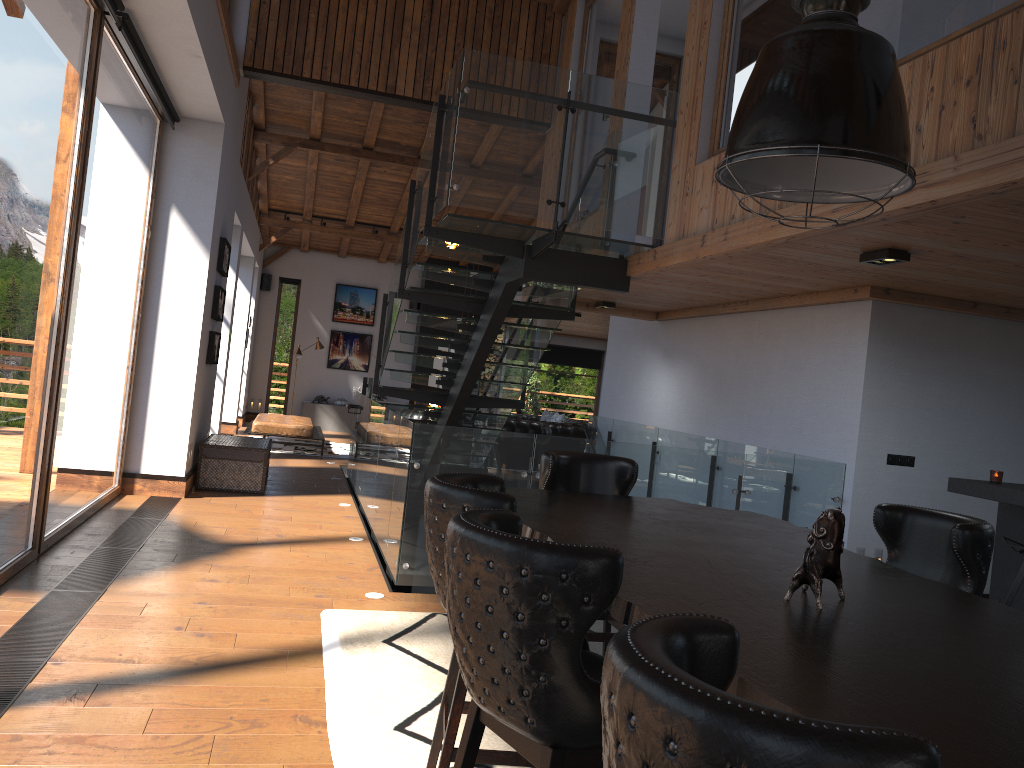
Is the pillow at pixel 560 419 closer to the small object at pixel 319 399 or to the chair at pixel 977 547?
the small object at pixel 319 399

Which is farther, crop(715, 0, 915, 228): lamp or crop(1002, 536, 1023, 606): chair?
crop(1002, 536, 1023, 606): chair

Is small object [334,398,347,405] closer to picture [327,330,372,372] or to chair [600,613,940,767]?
picture [327,330,372,372]

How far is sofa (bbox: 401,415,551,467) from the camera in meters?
14.1 m

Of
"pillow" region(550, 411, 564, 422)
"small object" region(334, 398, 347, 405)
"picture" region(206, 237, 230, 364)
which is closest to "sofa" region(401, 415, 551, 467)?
"pillow" region(550, 411, 564, 422)

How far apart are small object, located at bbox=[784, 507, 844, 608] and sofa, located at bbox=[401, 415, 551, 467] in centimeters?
1170cm

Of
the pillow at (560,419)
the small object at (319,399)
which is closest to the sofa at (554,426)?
the pillow at (560,419)

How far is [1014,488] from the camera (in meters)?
5.32

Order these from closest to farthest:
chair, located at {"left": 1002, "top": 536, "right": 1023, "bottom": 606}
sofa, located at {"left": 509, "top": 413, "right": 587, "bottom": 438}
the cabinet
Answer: chair, located at {"left": 1002, "top": 536, "right": 1023, "bottom": 606} → the cabinet → sofa, located at {"left": 509, "top": 413, "right": 587, "bottom": 438}

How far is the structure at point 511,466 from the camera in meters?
5.9 m
